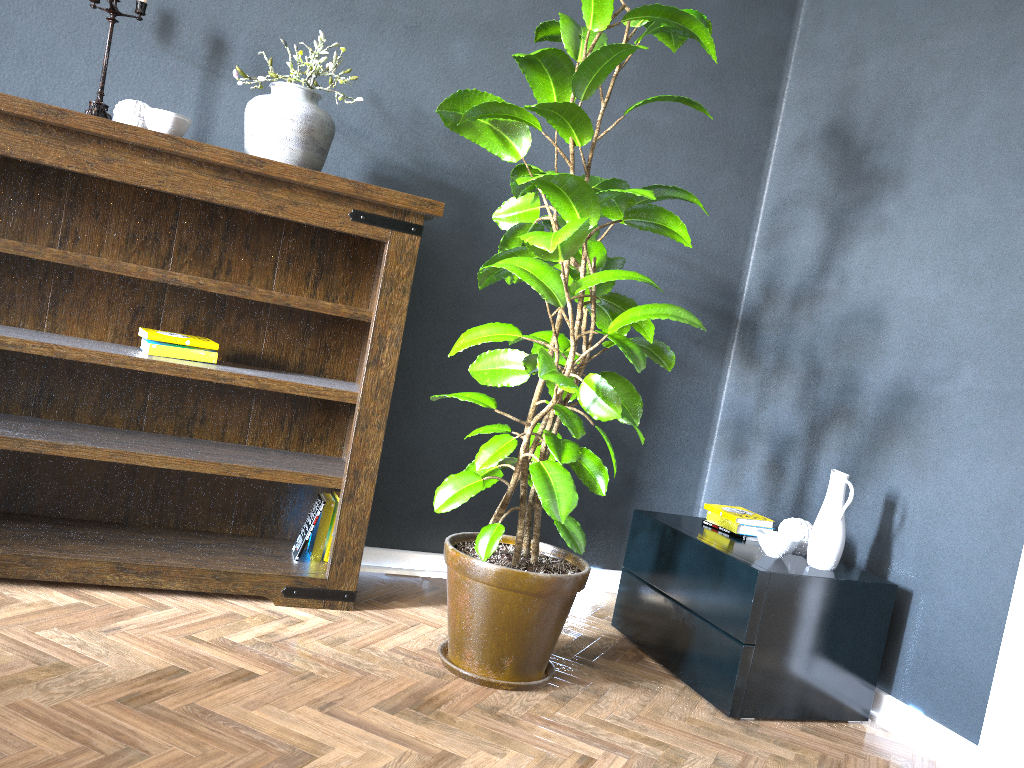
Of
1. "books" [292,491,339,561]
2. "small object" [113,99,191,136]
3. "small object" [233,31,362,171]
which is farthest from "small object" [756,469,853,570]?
"small object" [113,99,191,136]

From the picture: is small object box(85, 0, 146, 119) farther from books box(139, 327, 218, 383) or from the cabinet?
the cabinet

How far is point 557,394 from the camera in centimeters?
206cm

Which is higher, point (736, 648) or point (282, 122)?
point (282, 122)

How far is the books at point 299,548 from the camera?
2.6m

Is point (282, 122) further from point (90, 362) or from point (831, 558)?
point (831, 558)

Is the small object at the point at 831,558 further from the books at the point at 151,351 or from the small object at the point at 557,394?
the books at the point at 151,351

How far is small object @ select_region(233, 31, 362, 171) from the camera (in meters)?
2.35

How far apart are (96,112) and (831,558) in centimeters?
229cm

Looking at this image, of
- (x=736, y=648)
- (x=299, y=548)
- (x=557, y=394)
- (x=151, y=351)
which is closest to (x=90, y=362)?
(x=151, y=351)
